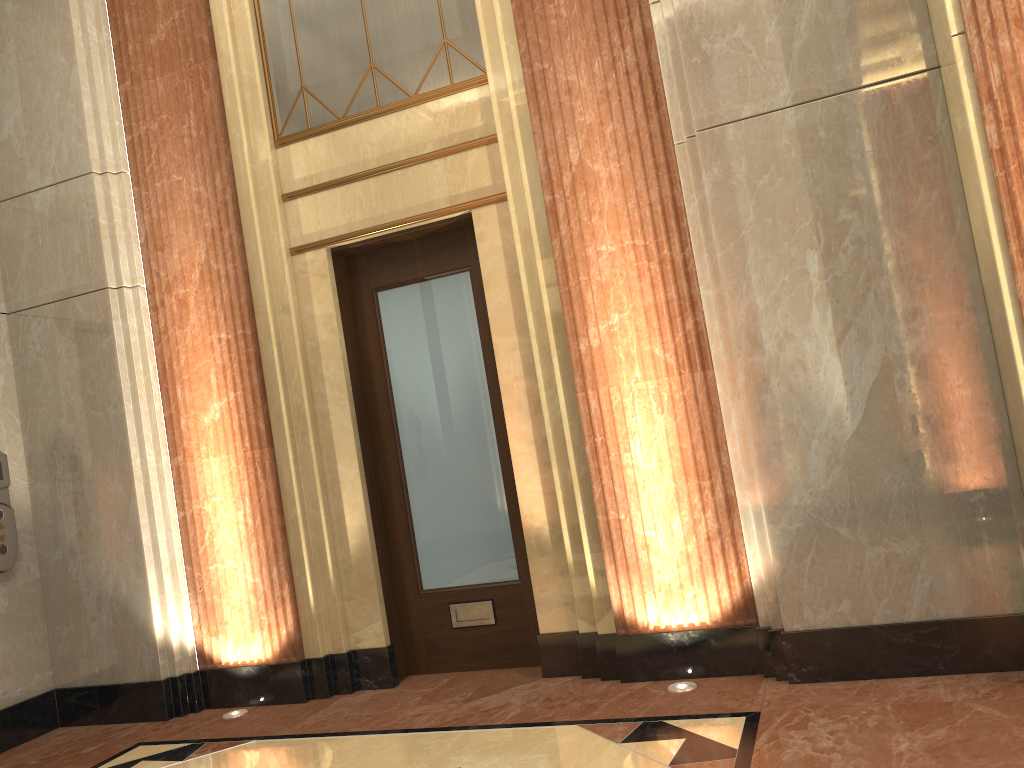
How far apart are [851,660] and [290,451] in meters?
2.7 m

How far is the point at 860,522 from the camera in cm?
333

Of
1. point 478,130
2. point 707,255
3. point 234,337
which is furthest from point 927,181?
point 234,337

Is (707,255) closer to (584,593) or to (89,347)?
(584,593)
